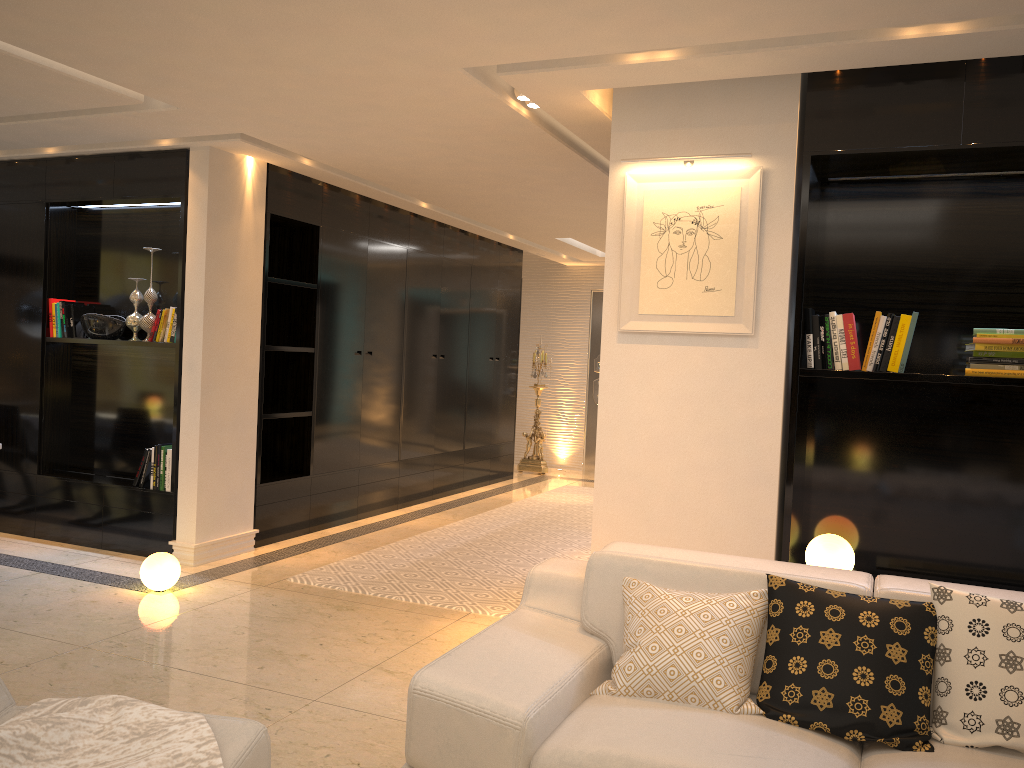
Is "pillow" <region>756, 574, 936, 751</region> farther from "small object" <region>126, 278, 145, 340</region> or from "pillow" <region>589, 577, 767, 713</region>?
"small object" <region>126, 278, 145, 340</region>

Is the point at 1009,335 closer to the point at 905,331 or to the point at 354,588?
the point at 905,331

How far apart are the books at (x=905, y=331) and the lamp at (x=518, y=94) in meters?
2.0

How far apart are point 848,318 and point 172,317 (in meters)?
4.10

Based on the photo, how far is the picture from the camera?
3.87m

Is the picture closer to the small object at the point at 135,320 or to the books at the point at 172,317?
the books at the point at 172,317

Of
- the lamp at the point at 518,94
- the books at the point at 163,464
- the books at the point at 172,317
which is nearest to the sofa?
the lamp at the point at 518,94

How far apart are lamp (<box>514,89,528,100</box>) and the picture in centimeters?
72cm

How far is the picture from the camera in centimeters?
387cm

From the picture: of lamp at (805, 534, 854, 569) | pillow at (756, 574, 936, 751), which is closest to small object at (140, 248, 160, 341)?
lamp at (805, 534, 854, 569)
